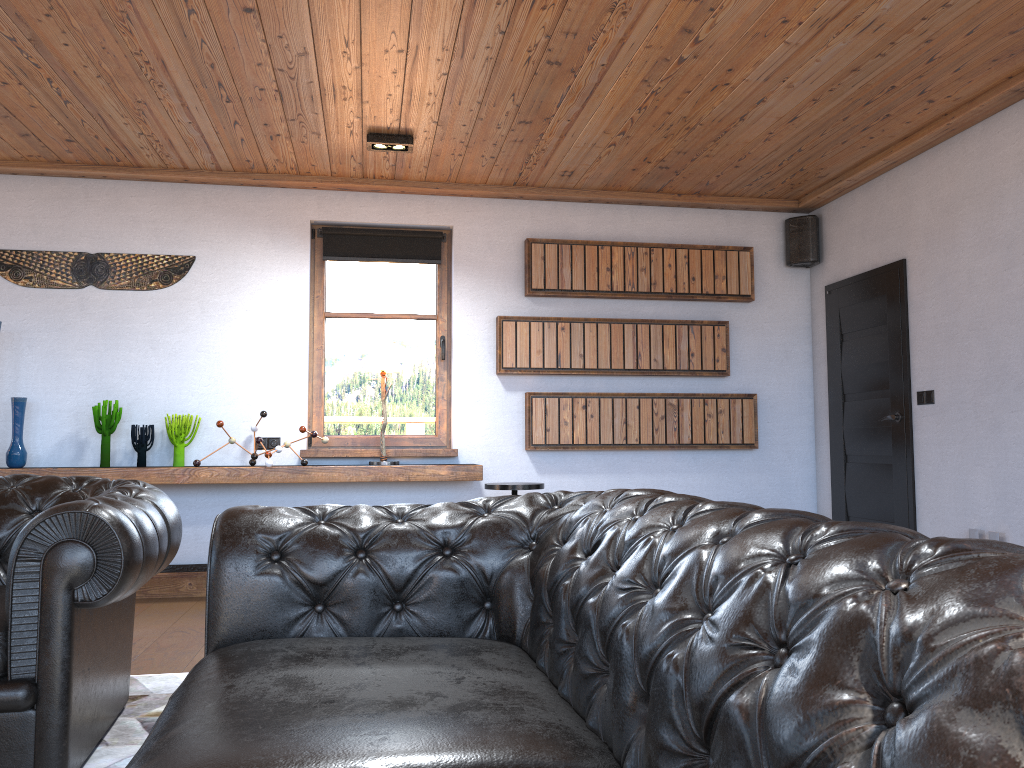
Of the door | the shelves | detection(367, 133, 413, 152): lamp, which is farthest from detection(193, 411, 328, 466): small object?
the door

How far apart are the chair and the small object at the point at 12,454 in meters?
2.8

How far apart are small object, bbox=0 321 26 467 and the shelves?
0.2m

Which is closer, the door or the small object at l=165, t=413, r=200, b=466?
A: the door

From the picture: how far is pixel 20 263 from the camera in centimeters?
558cm

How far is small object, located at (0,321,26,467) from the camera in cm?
529

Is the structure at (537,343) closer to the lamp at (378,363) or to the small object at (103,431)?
the lamp at (378,363)

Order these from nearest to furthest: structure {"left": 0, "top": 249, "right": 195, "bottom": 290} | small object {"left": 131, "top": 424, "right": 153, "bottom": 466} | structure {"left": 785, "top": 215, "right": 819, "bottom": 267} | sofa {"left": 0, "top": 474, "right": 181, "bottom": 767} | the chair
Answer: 1. sofa {"left": 0, "top": 474, "right": 181, "bottom": 767}
2. the chair
3. small object {"left": 131, "top": 424, "right": 153, "bottom": 466}
4. structure {"left": 0, "top": 249, "right": 195, "bottom": 290}
5. structure {"left": 785, "top": 215, "right": 819, "bottom": 267}

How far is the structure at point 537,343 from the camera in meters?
6.0

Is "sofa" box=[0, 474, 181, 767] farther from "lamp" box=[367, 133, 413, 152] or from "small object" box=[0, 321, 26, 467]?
"lamp" box=[367, 133, 413, 152]
